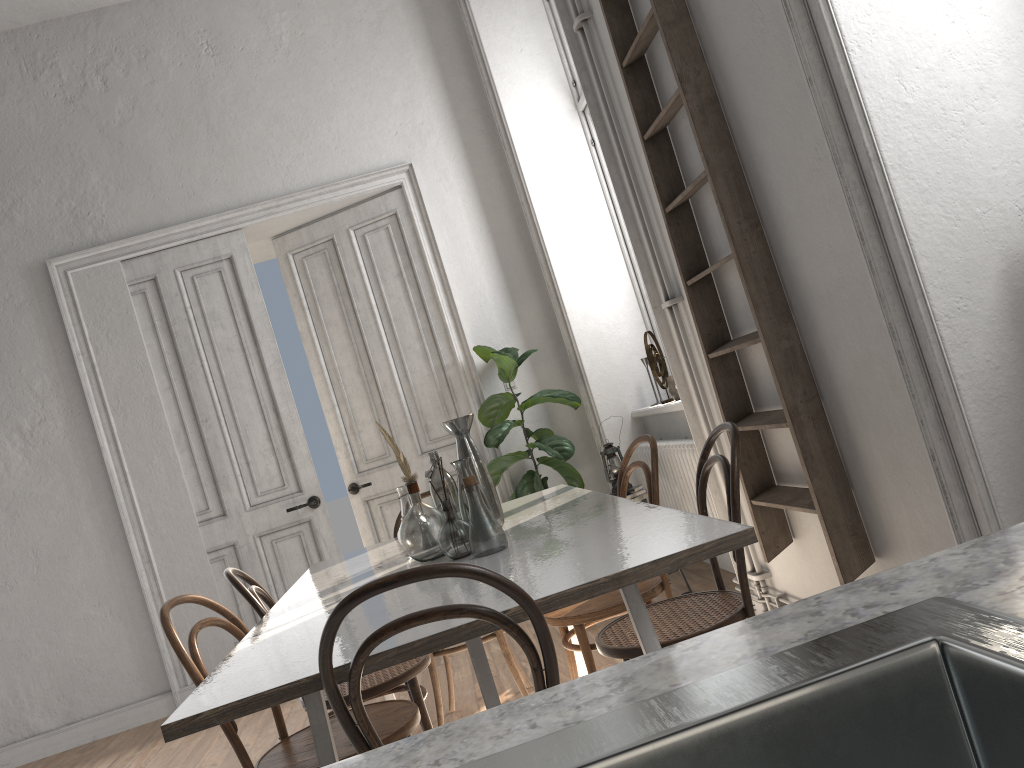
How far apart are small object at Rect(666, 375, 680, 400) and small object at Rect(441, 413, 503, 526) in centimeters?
218cm

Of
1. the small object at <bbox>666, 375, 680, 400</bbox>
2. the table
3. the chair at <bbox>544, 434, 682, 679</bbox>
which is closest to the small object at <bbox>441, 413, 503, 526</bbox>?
the table

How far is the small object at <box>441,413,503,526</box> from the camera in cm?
288

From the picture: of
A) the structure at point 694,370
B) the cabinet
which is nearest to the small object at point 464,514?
the structure at point 694,370

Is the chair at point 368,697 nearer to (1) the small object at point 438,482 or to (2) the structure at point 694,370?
(1) the small object at point 438,482

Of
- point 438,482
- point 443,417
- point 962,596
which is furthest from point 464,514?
point 443,417

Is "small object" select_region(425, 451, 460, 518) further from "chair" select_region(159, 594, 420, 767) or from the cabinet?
the cabinet

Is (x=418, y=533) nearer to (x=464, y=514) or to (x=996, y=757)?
(x=464, y=514)

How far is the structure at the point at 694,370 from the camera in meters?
3.4 m

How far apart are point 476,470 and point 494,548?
0.57m
